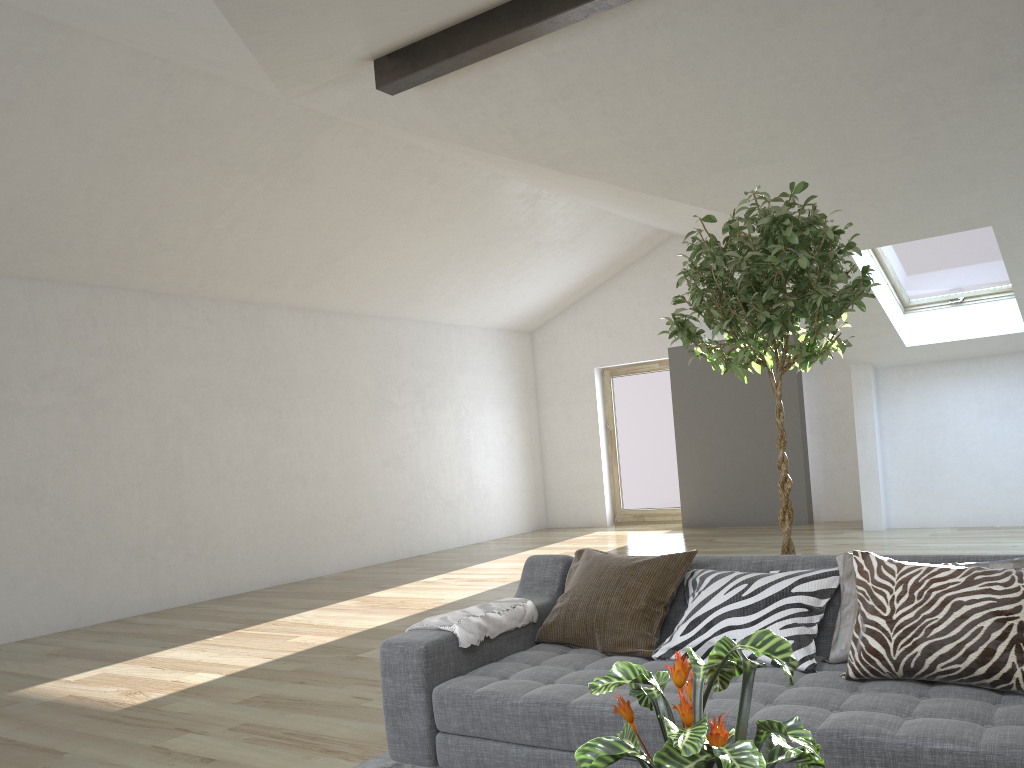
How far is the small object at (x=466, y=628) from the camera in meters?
2.9 m

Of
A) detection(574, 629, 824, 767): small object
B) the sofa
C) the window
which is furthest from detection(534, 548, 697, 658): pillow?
the window

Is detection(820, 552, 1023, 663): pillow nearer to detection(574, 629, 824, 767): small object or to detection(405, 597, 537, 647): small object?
detection(405, 597, 537, 647): small object

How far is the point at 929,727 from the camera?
2.0 meters

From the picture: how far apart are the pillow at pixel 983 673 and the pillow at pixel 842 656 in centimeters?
9cm

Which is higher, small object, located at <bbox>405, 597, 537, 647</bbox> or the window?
the window

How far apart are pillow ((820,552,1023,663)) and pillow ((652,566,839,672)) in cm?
2

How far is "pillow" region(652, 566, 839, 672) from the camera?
2.65m

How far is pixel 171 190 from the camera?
6.59m

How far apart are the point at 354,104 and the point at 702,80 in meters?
2.4
